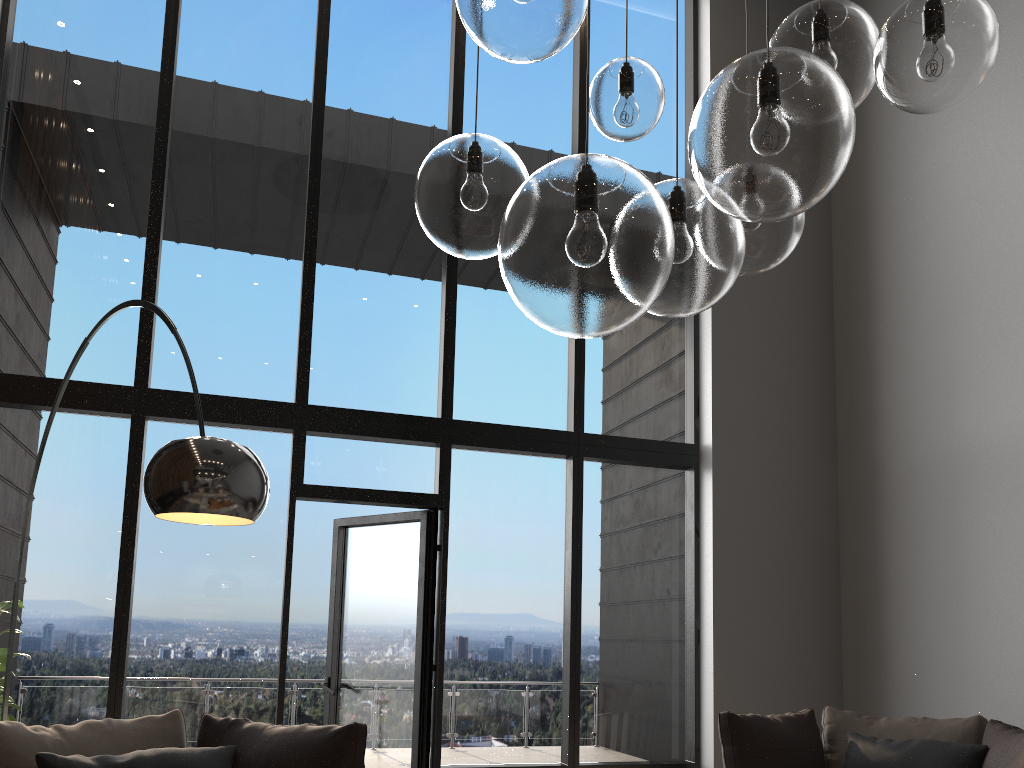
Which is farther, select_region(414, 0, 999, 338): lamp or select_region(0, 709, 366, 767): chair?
select_region(0, 709, 366, 767): chair

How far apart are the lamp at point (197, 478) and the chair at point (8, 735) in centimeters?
62cm

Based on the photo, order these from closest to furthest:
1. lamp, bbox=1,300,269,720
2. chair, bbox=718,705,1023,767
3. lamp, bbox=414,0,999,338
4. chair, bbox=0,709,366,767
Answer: lamp, bbox=414,0,999,338
lamp, bbox=1,300,269,720
chair, bbox=0,709,366,767
chair, bbox=718,705,1023,767

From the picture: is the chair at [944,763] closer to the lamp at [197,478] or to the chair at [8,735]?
the chair at [8,735]

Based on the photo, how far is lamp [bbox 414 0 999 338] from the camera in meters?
1.1

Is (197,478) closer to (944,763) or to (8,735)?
(8,735)

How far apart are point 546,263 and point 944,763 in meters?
3.7 m

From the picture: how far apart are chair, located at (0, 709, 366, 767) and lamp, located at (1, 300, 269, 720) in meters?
0.6 m

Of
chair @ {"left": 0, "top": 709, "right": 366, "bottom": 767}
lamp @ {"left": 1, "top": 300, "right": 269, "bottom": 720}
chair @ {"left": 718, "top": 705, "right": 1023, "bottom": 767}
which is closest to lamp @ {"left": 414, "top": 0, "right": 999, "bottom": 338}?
lamp @ {"left": 1, "top": 300, "right": 269, "bottom": 720}

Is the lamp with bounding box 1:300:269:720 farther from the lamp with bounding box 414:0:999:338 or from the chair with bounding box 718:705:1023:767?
the chair with bounding box 718:705:1023:767
